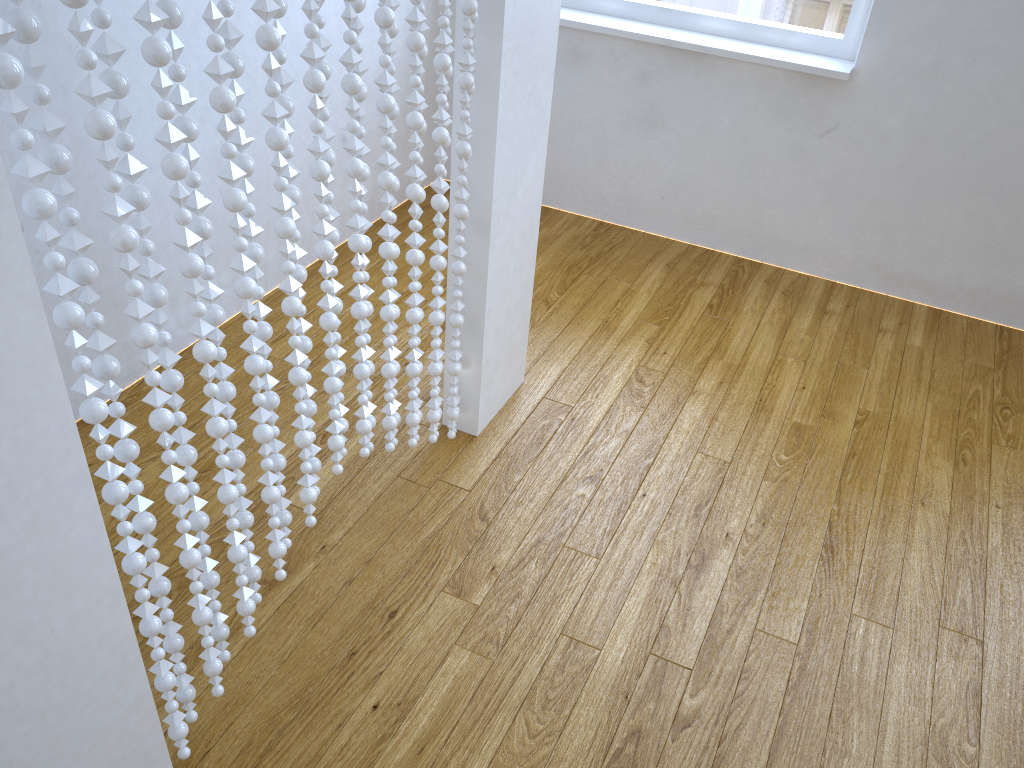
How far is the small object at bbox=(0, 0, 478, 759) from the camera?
0.84m

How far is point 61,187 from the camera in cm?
84

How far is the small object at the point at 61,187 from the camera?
0.84m

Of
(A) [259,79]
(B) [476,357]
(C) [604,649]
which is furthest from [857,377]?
(A) [259,79]
